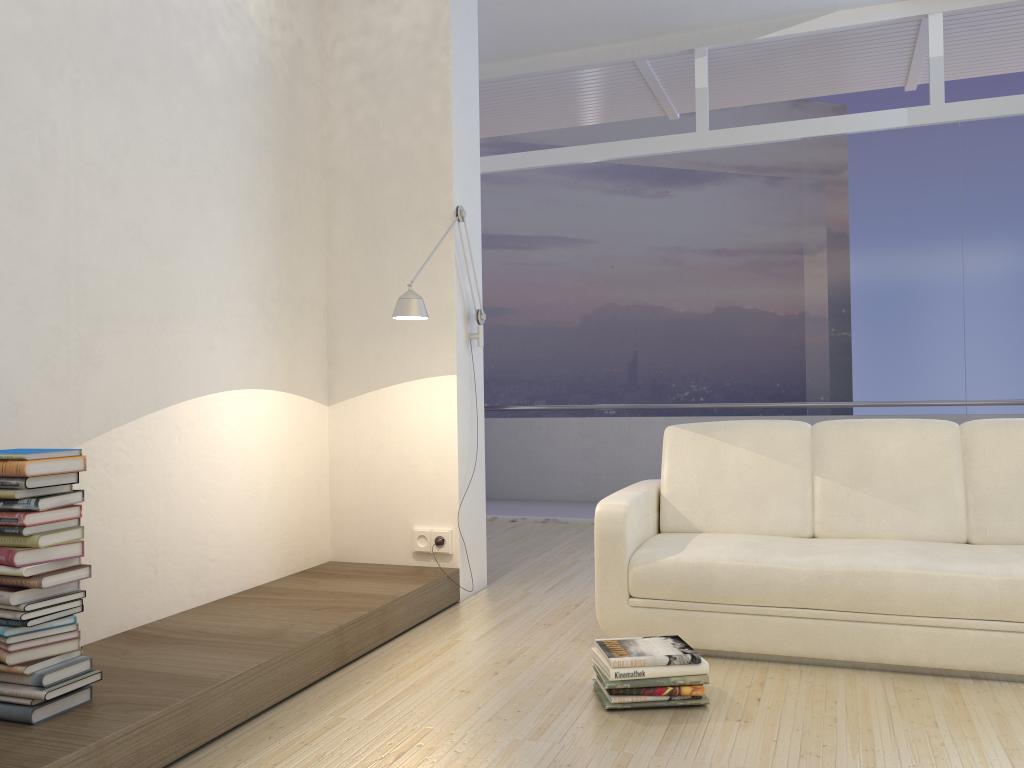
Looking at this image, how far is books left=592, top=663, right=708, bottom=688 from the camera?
2.7m

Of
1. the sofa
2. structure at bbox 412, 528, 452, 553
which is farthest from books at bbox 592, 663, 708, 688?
structure at bbox 412, 528, 452, 553

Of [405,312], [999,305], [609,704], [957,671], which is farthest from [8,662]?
[999,305]

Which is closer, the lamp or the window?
the lamp

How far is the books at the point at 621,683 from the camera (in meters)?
2.75

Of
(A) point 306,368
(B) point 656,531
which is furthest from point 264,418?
(B) point 656,531

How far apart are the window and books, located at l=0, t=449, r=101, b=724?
4.9 meters

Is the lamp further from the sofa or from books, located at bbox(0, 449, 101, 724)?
books, located at bbox(0, 449, 101, 724)

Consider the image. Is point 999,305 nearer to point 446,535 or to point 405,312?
point 446,535

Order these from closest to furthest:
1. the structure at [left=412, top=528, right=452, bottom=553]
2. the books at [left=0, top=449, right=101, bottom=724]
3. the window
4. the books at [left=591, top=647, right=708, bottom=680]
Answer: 1. the books at [left=0, top=449, right=101, bottom=724]
2. the books at [left=591, top=647, right=708, bottom=680]
3. the structure at [left=412, top=528, right=452, bottom=553]
4. the window
